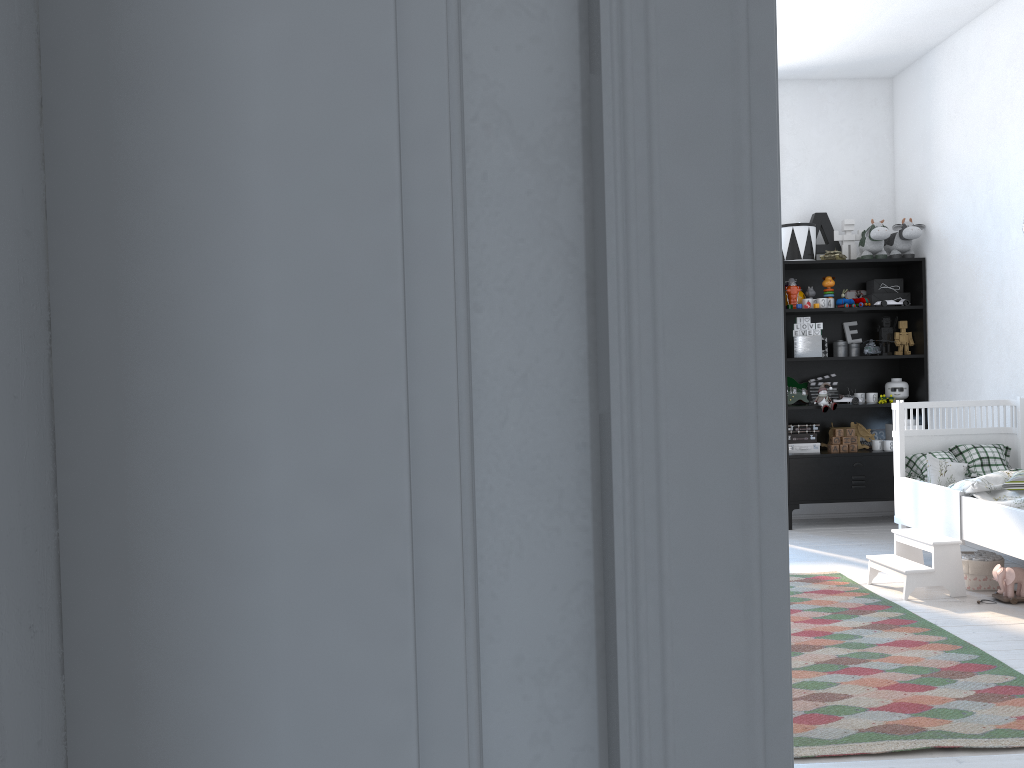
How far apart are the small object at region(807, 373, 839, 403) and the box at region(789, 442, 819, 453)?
0.33m

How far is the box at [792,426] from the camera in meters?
5.6

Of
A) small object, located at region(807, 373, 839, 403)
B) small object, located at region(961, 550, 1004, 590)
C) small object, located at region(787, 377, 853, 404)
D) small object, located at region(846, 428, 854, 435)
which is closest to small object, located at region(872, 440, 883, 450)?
small object, located at region(846, 428, 854, 435)

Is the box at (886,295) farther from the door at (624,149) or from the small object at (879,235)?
the door at (624,149)

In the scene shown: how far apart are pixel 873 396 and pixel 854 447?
0.3m

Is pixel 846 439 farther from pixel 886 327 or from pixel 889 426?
pixel 886 327

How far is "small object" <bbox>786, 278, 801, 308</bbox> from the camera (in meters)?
5.58

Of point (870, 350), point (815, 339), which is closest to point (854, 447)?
point (870, 350)

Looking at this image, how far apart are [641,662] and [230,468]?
0.27m

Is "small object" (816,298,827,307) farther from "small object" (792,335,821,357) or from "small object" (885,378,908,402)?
"small object" (885,378,908,402)
